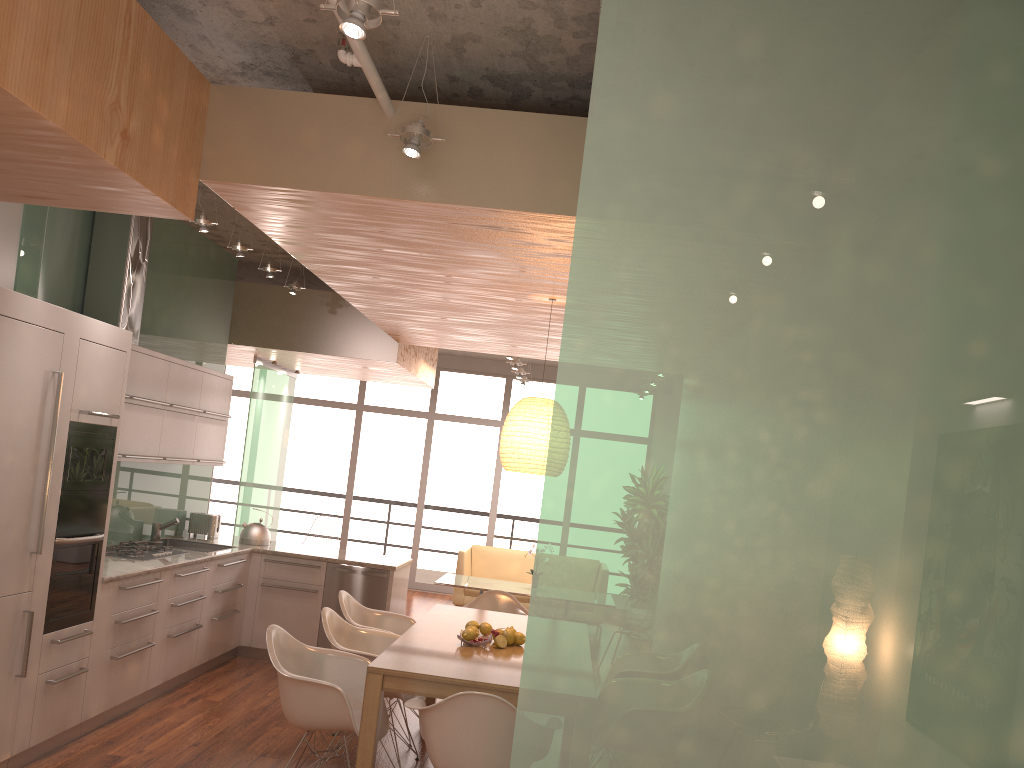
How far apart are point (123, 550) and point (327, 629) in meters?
1.9

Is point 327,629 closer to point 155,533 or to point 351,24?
point 155,533

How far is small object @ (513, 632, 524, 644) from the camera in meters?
4.7

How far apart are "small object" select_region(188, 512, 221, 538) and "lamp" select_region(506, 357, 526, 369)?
3.7 meters

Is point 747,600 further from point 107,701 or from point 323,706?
point 107,701

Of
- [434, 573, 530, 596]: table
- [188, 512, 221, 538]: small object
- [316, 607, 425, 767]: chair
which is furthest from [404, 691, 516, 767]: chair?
[434, 573, 530, 596]: table

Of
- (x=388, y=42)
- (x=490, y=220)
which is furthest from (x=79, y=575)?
(x=388, y=42)

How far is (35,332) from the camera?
4.08m

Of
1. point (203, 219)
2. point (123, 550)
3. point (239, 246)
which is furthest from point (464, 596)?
point (203, 219)

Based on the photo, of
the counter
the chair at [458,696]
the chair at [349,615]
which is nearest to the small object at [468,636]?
the chair at [458,696]
